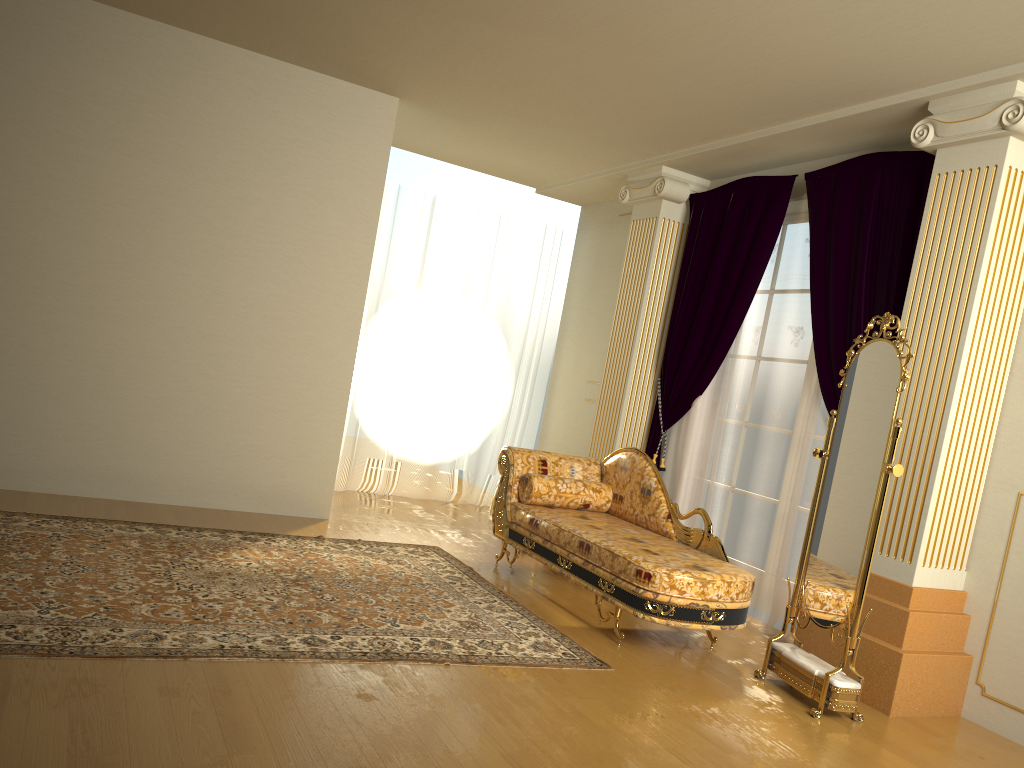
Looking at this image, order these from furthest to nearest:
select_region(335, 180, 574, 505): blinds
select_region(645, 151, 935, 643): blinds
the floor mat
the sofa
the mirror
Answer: select_region(335, 180, 574, 505): blinds, select_region(645, 151, 935, 643): blinds, the sofa, the mirror, the floor mat

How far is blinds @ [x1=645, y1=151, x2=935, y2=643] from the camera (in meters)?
4.63

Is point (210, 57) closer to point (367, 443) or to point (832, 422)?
point (367, 443)

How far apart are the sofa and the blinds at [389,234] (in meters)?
2.04

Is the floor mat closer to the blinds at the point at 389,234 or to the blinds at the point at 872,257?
the blinds at the point at 872,257

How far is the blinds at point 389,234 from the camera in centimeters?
713cm

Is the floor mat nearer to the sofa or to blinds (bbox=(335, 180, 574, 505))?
the sofa

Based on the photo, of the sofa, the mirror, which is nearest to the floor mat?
the sofa

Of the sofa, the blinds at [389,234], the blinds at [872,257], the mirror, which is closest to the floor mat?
the sofa

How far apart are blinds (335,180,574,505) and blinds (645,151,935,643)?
1.8 meters
